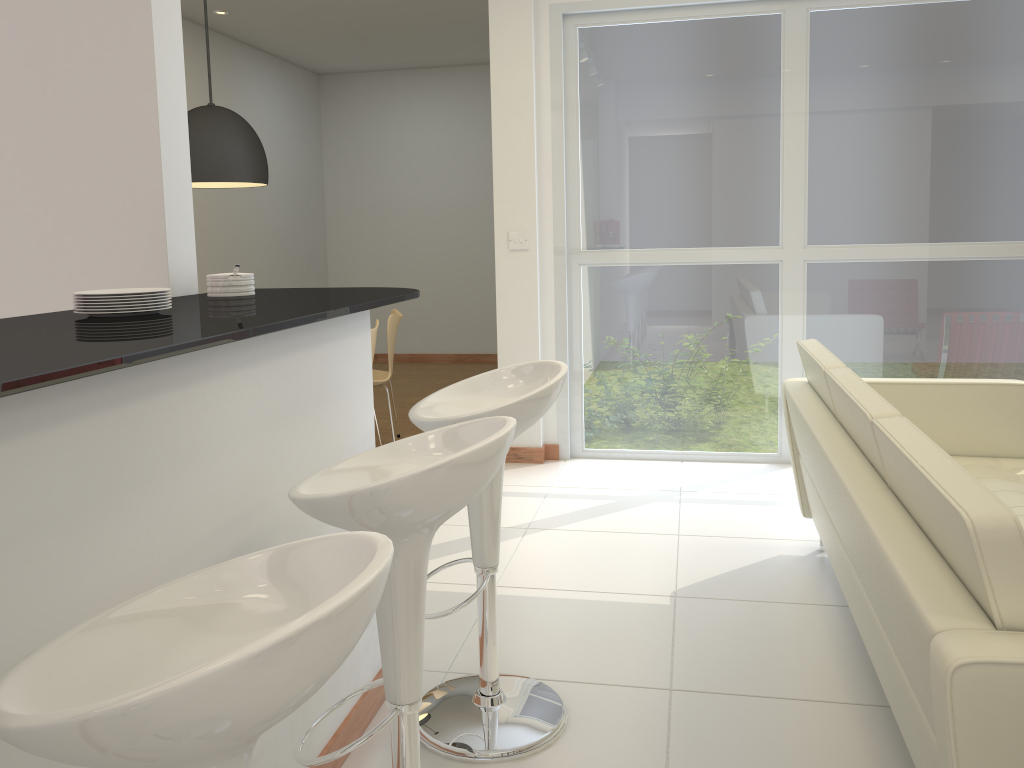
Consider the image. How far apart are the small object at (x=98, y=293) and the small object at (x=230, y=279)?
0.51m

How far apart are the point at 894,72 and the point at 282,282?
6.0m

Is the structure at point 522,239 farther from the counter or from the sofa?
the counter

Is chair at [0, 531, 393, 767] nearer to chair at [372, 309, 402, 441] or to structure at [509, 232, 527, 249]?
structure at [509, 232, 527, 249]

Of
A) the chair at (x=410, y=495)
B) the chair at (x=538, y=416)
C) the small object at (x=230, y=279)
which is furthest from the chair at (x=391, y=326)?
the chair at (x=410, y=495)

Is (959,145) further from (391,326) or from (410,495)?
(410,495)

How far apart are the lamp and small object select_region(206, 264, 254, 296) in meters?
2.3

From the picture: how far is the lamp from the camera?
4.8 meters

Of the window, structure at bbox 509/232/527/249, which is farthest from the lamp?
the window

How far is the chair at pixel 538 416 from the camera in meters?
2.3
